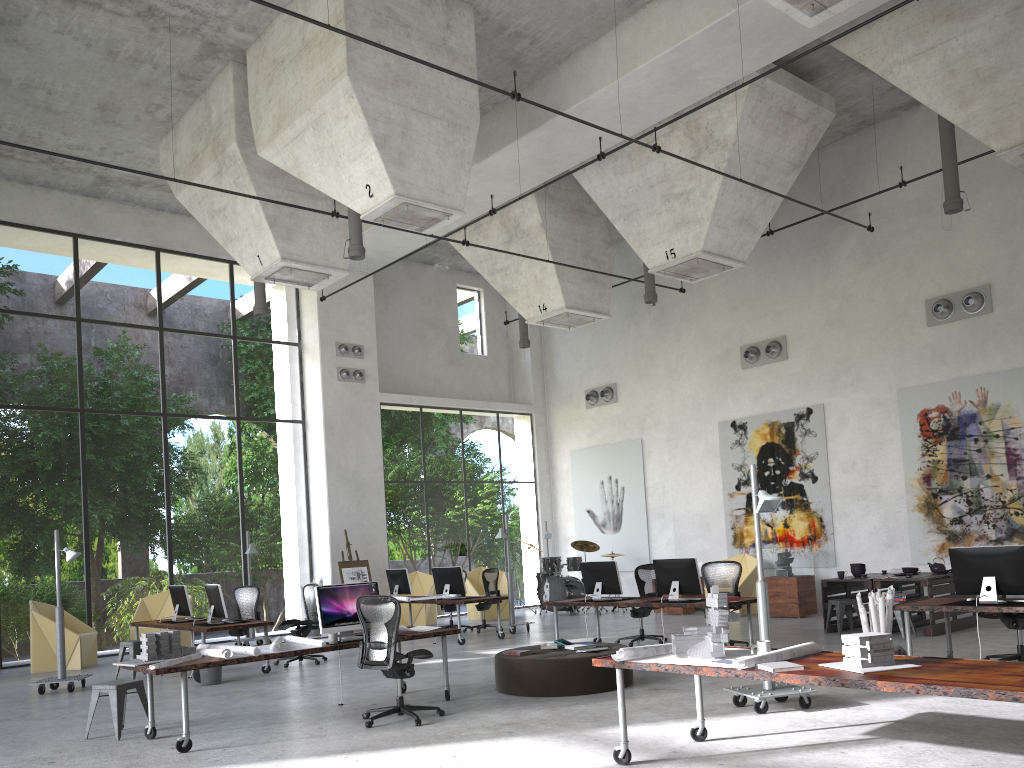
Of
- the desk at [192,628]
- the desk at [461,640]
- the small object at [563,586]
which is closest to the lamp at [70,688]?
the desk at [192,628]

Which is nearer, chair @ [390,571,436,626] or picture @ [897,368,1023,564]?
picture @ [897,368,1023,564]

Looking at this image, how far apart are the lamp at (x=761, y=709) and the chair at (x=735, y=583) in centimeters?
328cm

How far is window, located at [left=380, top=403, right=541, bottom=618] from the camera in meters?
35.2

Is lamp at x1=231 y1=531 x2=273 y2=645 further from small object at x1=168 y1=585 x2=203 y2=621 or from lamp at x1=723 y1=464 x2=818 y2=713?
lamp at x1=723 y1=464 x2=818 y2=713

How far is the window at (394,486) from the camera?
35.23m

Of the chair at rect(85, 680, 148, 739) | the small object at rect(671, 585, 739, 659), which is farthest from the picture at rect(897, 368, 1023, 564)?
the chair at rect(85, 680, 148, 739)

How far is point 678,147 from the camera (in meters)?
13.95

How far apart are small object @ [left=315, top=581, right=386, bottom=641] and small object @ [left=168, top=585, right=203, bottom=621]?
5.30m

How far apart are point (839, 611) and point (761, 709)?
5.70m
